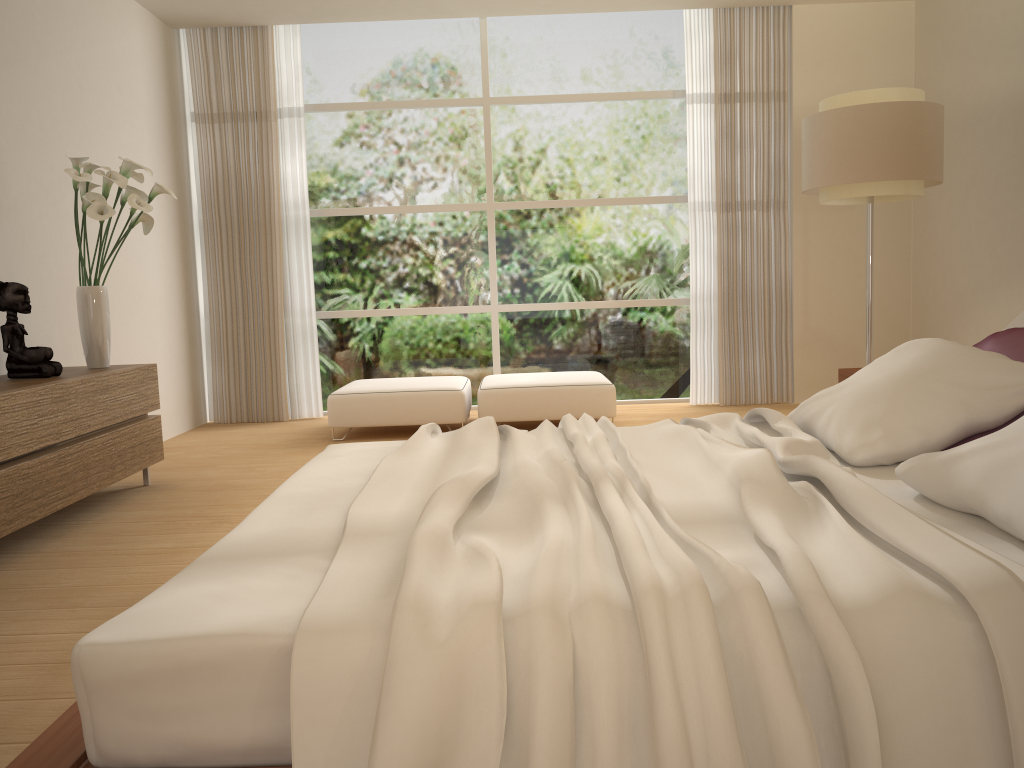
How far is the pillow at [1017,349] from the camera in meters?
2.6

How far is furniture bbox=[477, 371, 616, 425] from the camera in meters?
6.0 m

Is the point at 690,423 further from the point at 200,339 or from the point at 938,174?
the point at 200,339

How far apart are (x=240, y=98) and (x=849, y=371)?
5.1m

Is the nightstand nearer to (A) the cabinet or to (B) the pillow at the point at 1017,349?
(B) the pillow at the point at 1017,349

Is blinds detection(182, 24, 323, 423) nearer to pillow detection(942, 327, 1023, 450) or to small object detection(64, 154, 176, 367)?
small object detection(64, 154, 176, 367)

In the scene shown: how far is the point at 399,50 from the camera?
7.2m

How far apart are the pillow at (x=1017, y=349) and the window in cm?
454

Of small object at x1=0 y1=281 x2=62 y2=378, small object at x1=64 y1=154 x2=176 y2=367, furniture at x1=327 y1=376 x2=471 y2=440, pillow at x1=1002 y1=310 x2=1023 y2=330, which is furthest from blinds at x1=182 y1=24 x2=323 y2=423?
pillow at x1=1002 y1=310 x2=1023 y2=330

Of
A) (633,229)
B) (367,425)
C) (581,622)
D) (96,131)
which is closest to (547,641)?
(581,622)
